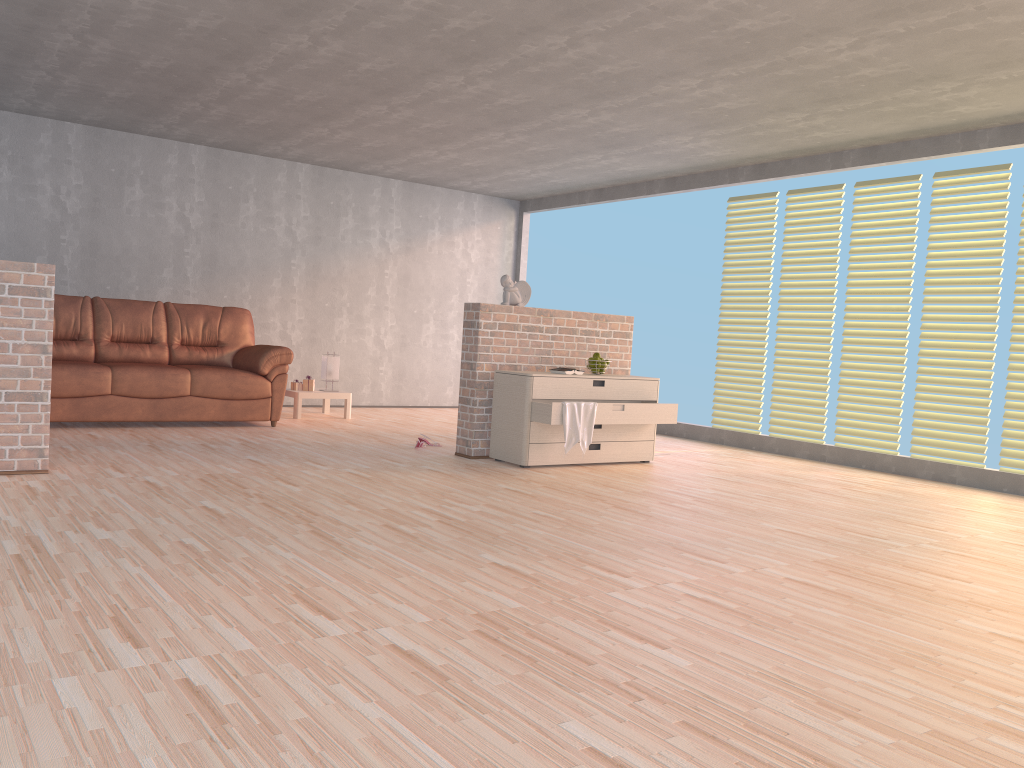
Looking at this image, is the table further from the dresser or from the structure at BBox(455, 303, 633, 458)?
the dresser

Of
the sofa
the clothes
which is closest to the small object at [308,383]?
the sofa

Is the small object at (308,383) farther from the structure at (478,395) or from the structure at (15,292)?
the structure at (15,292)

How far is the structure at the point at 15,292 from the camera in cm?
436

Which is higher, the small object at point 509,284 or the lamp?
the small object at point 509,284

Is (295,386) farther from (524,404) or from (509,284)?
(524,404)

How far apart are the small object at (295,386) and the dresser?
2.8m

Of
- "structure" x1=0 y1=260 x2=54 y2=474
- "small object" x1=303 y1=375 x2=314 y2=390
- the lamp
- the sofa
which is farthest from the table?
"structure" x1=0 y1=260 x2=54 y2=474

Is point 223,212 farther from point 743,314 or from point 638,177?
point 743,314

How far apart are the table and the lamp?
0.2 meters
